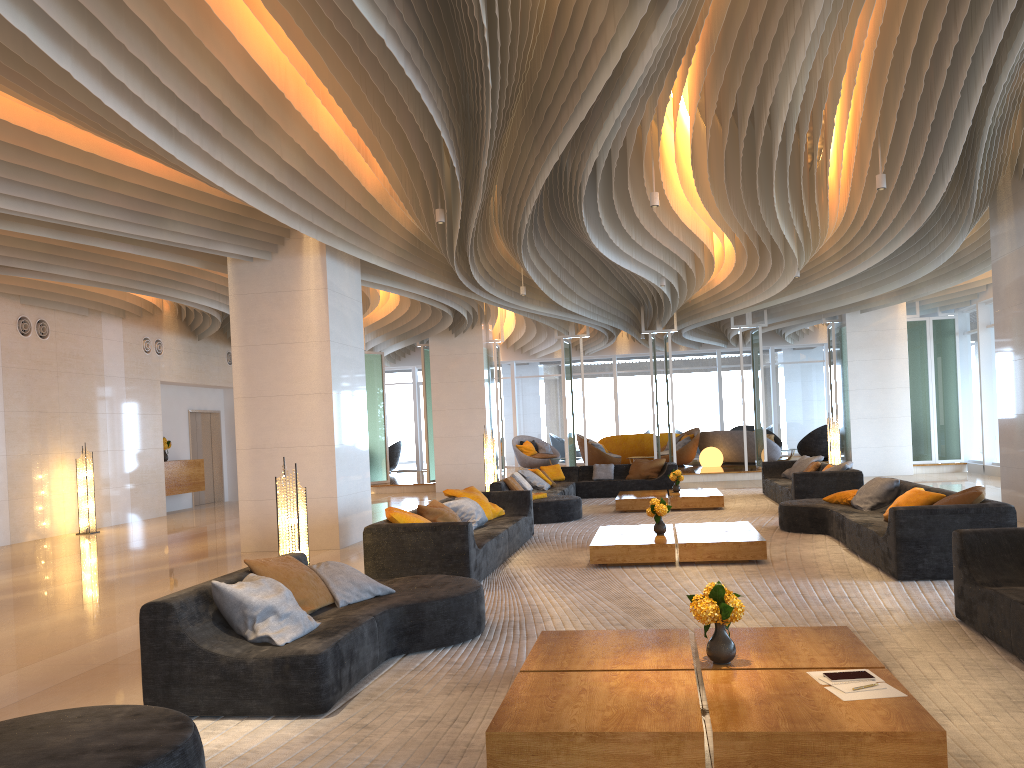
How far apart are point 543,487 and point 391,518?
7.4 meters

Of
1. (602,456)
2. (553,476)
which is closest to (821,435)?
(602,456)

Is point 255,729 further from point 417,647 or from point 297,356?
point 297,356

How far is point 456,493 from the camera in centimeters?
1026cm

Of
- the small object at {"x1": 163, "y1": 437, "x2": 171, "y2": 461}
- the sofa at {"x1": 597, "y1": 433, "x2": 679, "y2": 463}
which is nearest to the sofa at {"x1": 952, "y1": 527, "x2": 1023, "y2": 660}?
the small object at {"x1": 163, "y1": 437, "x2": 171, "y2": 461}

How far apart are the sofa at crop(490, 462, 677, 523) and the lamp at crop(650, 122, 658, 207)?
4.85m

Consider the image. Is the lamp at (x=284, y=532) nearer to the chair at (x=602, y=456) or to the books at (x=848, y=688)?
the books at (x=848, y=688)

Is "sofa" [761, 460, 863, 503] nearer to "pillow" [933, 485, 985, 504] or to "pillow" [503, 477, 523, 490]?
"pillow" [503, 477, 523, 490]

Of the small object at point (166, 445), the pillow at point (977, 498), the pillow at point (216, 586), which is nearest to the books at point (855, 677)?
the pillow at point (216, 586)

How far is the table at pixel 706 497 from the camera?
13.1 meters
